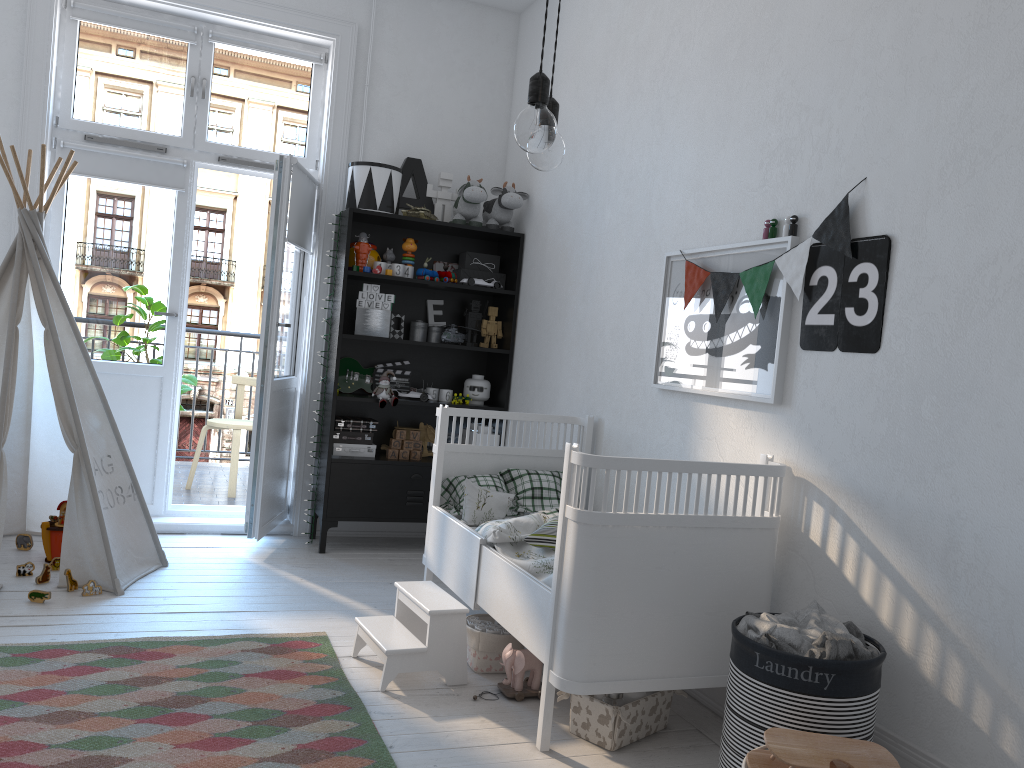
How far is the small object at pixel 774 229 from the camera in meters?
2.7 m

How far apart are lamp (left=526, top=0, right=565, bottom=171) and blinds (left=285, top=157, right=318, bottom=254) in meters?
2.7 m

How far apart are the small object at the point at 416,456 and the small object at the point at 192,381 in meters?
1.6

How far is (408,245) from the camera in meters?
4.5 m

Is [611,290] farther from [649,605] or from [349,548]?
[349,548]

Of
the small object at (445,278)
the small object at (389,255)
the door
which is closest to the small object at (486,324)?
the small object at (445,278)

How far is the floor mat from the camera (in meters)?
2.16

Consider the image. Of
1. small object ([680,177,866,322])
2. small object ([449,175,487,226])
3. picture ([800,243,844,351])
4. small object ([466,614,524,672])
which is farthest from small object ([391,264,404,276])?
picture ([800,243,844,351])

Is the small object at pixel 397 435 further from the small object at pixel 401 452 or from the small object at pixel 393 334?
the small object at pixel 393 334

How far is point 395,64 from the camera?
4.7m
